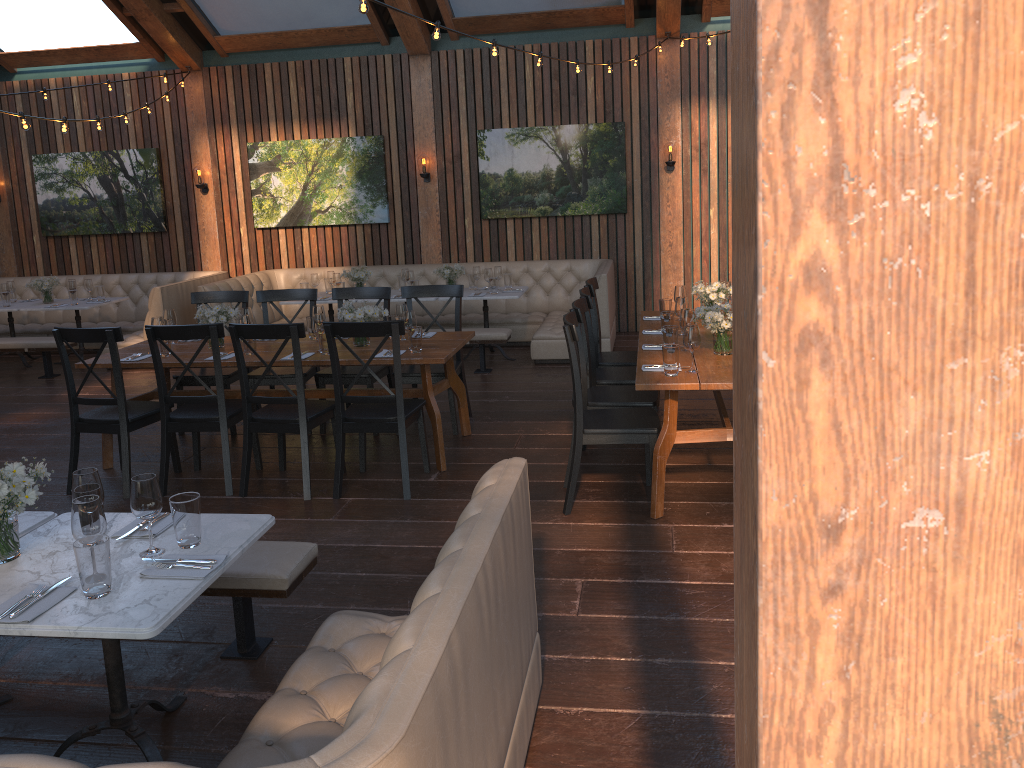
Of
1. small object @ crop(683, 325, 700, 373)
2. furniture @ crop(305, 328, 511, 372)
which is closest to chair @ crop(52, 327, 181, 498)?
furniture @ crop(305, 328, 511, 372)

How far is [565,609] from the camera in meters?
3.7 m

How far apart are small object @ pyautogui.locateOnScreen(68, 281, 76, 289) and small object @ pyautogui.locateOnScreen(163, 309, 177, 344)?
3.9 meters

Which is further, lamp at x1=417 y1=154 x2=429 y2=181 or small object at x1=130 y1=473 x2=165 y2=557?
lamp at x1=417 y1=154 x2=429 y2=181

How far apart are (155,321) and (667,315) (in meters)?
3.33

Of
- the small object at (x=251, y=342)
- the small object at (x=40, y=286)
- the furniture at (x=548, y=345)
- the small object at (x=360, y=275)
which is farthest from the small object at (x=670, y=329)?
the small object at (x=40, y=286)

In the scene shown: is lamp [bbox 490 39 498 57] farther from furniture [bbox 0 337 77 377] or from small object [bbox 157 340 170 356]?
furniture [bbox 0 337 77 377]

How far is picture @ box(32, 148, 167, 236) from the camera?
10.5m

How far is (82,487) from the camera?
2.76m

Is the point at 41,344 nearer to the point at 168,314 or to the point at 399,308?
the point at 168,314
